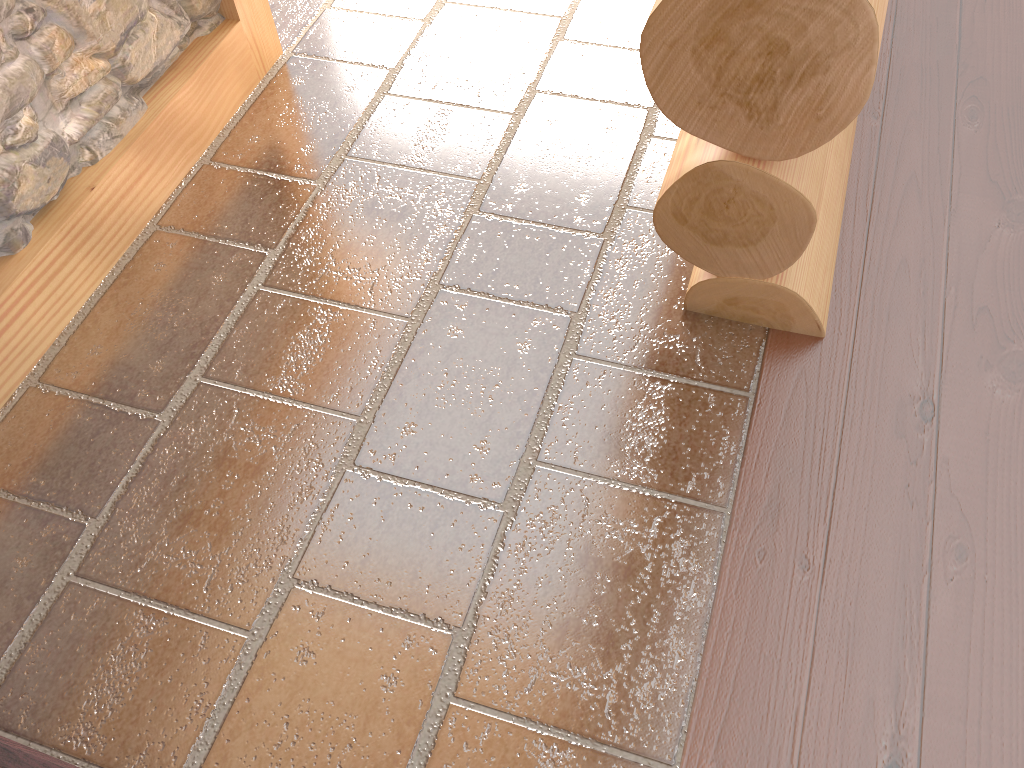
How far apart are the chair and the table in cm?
95

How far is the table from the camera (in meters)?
2.01

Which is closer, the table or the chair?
the chair

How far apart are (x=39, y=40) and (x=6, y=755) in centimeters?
154cm

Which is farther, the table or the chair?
the table

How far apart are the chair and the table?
0.9m

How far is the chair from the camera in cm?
133

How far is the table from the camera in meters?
2.0 m

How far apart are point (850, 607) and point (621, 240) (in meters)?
1.05
